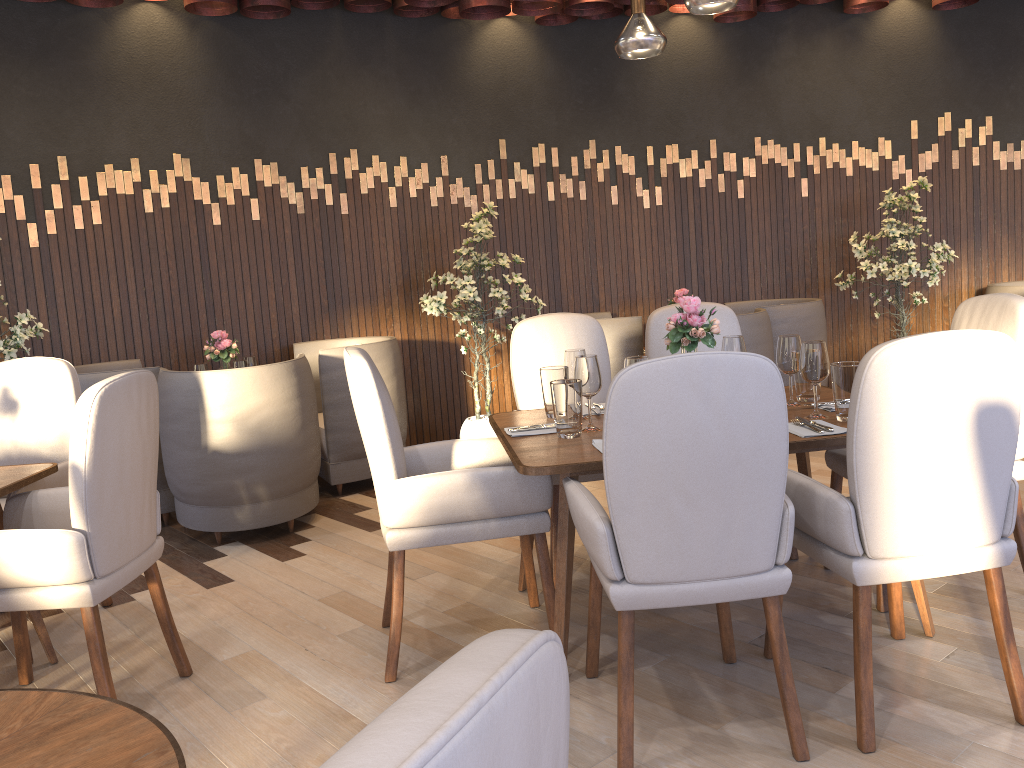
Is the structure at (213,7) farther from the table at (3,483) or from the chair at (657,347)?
the table at (3,483)

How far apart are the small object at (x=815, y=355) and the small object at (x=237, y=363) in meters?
3.2 m

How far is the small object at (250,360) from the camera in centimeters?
507cm

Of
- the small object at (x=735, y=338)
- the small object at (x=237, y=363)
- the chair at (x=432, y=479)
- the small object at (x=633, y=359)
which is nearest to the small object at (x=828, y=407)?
the small object at (x=735, y=338)

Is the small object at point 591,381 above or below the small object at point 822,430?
above

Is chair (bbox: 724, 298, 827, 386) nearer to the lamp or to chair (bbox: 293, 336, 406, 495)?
chair (bbox: 293, 336, 406, 495)

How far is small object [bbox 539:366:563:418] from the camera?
3.1m

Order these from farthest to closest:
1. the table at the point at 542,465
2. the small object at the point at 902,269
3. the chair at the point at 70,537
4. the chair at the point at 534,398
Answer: the small object at the point at 902,269 → the chair at the point at 534,398 → the table at the point at 542,465 → the chair at the point at 70,537

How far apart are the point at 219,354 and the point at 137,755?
4.04m

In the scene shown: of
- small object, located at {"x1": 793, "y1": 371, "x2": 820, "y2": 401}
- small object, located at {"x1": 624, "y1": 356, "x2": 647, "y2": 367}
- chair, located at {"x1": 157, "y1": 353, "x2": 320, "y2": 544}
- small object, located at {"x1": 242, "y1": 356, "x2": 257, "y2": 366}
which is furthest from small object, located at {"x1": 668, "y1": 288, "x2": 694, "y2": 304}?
small object, located at {"x1": 624, "y1": 356, "x2": 647, "y2": 367}
